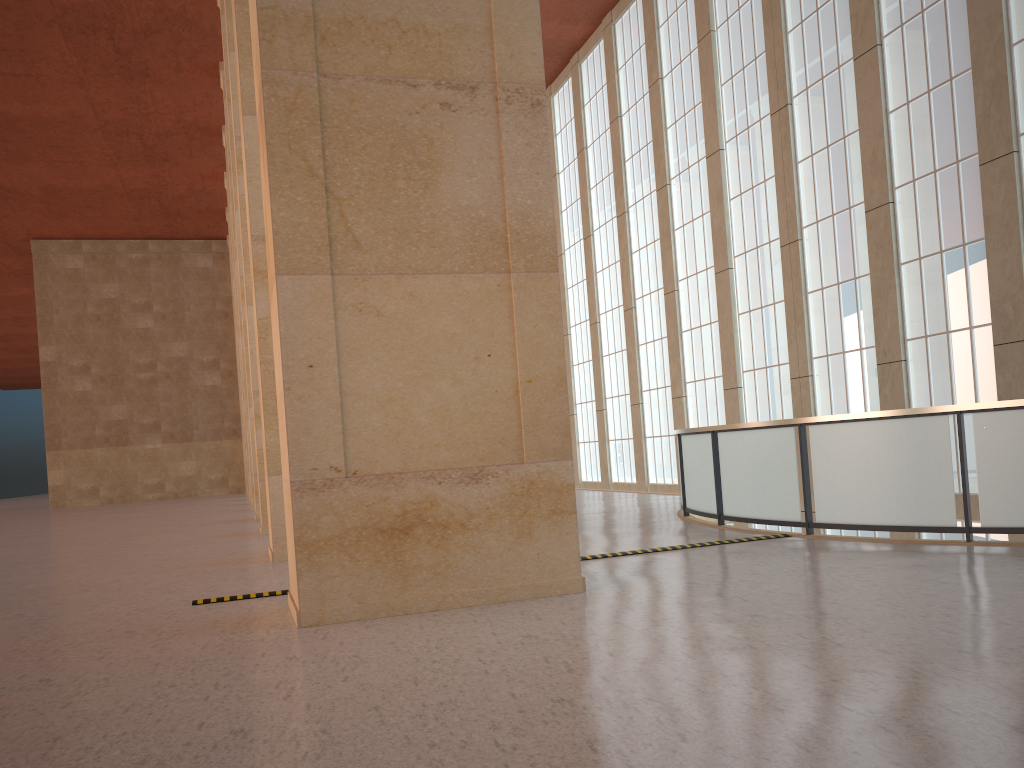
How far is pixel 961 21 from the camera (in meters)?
17.86

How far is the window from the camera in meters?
17.9 m

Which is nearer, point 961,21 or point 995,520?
point 995,520

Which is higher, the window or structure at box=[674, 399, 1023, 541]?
the window

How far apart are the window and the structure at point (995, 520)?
5.8m

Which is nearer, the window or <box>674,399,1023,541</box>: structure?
<box>674,399,1023,541</box>: structure

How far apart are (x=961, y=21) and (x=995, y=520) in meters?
11.8 m

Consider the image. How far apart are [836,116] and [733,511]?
11.7m

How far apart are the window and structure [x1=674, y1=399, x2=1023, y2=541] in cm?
578

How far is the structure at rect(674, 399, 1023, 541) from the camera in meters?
10.9 m
